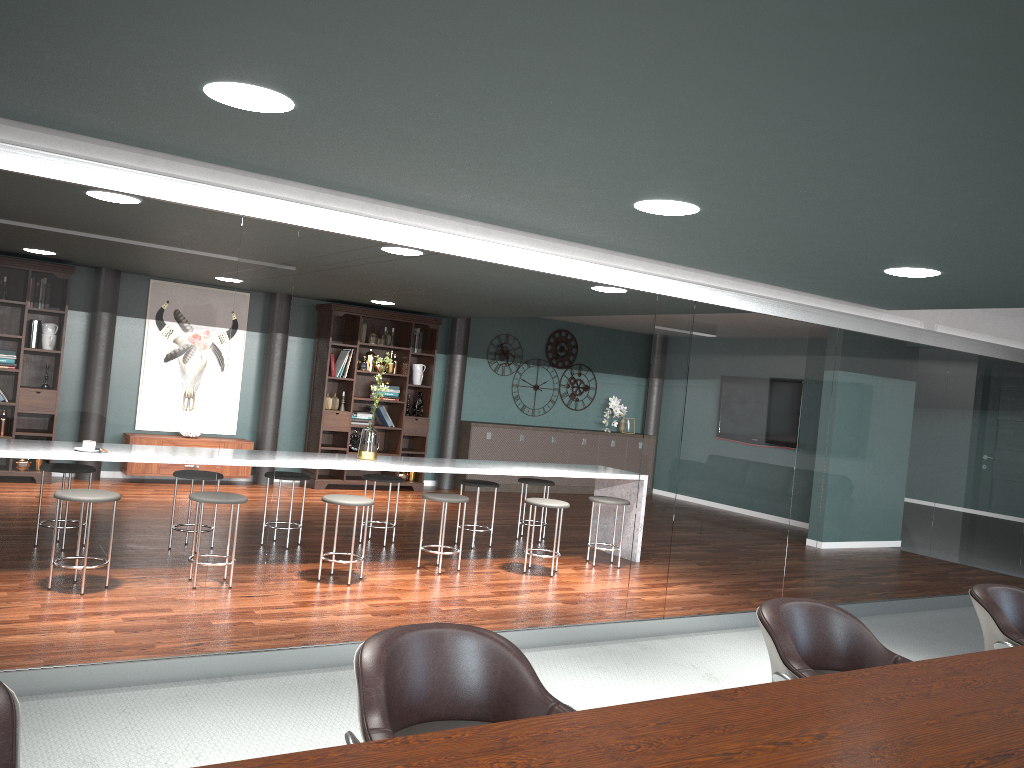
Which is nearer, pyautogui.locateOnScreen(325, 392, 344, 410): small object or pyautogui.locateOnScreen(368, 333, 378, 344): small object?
pyautogui.locateOnScreen(325, 392, 344, 410): small object

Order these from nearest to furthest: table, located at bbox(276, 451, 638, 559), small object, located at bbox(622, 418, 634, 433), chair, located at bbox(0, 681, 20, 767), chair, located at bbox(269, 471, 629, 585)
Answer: chair, located at bbox(0, 681, 20, 767)
chair, located at bbox(269, 471, 629, 585)
table, located at bbox(276, 451, 638, 559)
small object, located at bbox(622, 418, 634, 433)

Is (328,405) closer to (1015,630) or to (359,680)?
(1015,630)

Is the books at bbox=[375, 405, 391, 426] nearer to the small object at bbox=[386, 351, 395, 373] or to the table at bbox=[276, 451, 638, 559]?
the small object at bbox=[386, 351, 395, 373]

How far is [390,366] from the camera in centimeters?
994cm

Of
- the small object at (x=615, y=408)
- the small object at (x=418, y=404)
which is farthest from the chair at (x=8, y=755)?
the small object at (x=615, y=408)

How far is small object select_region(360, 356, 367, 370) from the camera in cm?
974

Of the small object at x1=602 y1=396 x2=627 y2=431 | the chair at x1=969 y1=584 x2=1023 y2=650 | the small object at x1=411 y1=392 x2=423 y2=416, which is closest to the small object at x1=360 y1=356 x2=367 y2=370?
the small object at x1=411 y1=392 x2=423 y2=416

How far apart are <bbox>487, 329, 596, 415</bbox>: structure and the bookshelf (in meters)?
1.25

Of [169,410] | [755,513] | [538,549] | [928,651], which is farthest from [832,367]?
[169,410]
